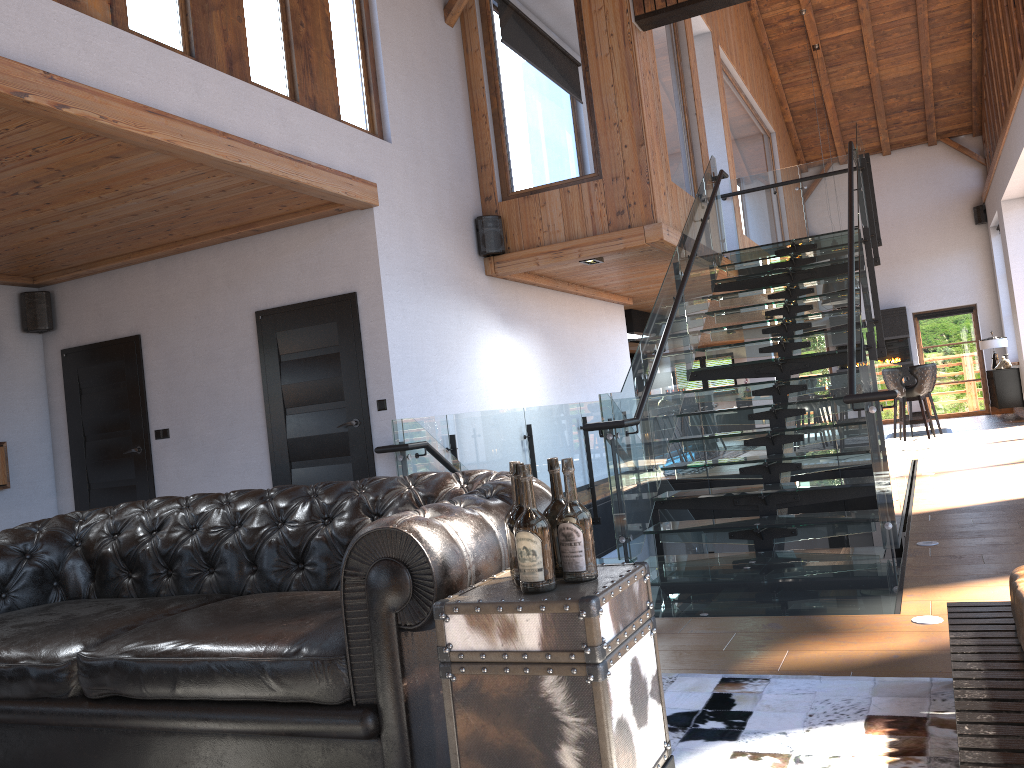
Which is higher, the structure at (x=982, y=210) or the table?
the structure at (x=982, y=210)

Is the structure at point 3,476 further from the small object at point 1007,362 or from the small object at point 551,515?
the small object at point 1007,362

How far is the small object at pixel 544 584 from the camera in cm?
198

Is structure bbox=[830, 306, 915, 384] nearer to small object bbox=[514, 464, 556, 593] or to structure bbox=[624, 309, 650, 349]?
structure bbox=[624, 309, 650, 349]

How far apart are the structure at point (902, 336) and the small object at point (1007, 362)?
2.0 meters

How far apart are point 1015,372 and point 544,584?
15.27m

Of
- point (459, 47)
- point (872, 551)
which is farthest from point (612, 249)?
point (872, 551)

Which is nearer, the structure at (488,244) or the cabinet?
the structure at (488,244)

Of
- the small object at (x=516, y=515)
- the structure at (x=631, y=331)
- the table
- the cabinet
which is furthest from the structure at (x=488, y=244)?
the cabinet

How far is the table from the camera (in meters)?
1.86
